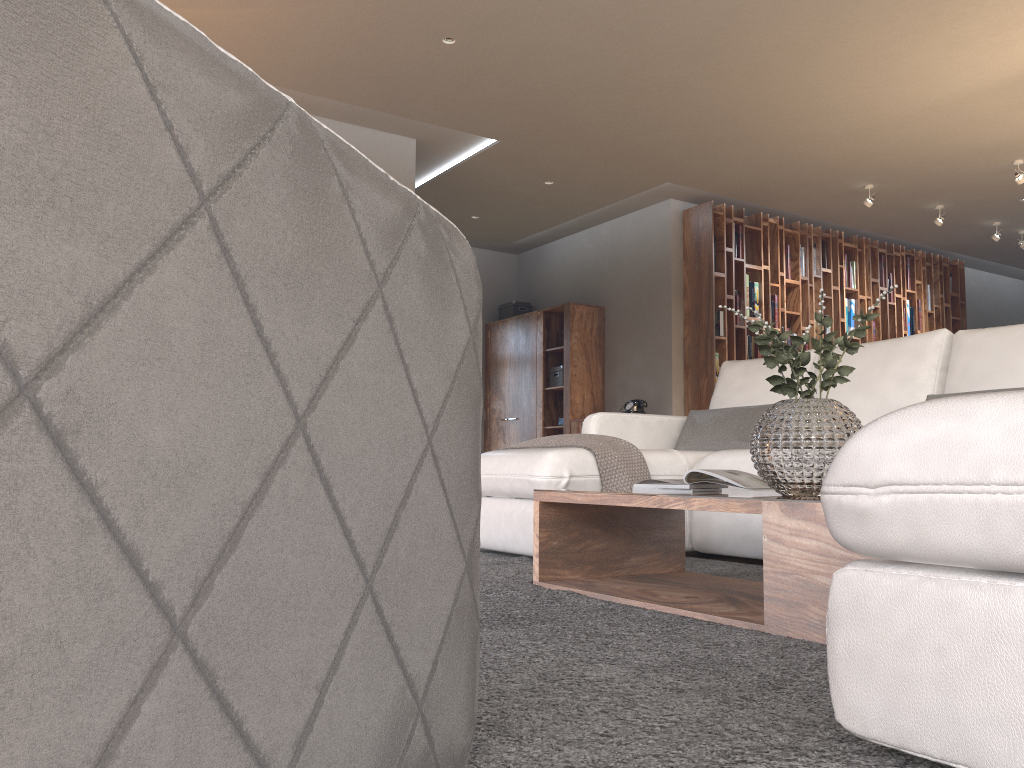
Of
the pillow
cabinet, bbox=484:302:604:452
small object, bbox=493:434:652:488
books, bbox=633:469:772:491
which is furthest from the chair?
cabinet, bbox=484:302:604:452

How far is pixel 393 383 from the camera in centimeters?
79cm

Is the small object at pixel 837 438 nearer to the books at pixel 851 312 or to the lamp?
the lamp

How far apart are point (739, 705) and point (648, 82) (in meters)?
4.76

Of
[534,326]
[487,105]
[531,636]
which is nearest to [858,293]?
[534,326]

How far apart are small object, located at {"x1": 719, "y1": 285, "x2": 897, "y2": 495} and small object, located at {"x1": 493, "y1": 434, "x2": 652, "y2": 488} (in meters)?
1.07

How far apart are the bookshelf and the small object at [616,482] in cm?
399

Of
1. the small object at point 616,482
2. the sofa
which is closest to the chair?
the sofa

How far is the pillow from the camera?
4.1 meters

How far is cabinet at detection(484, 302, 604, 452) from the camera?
8.4 meters
